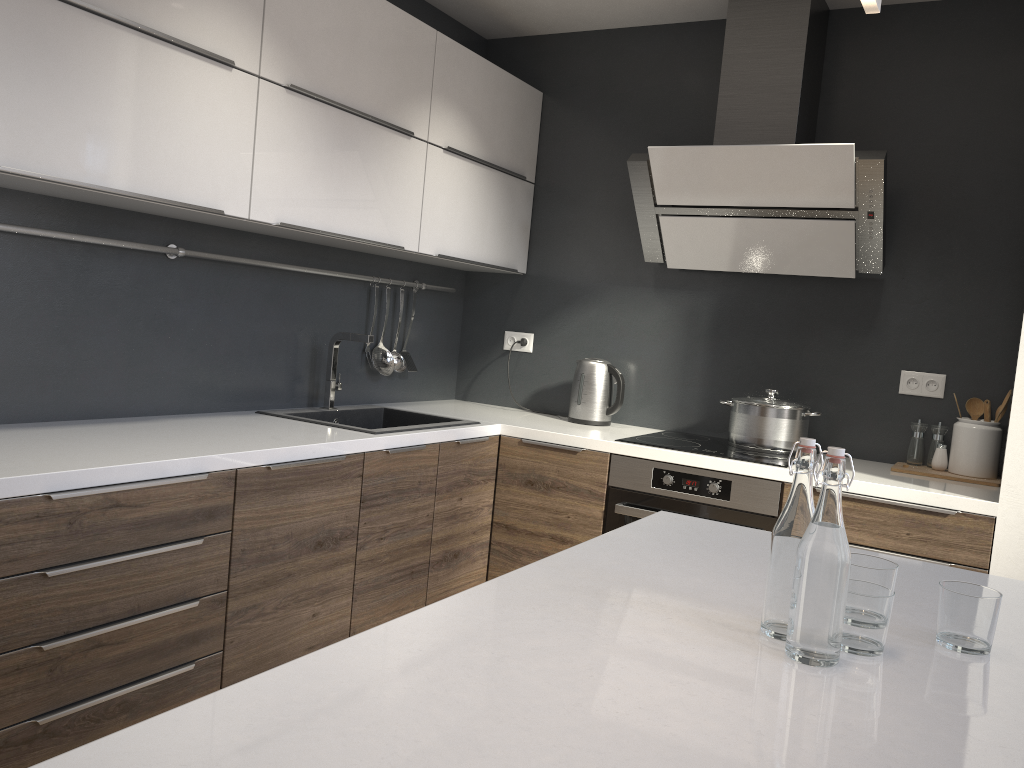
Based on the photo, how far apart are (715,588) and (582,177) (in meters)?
2.71

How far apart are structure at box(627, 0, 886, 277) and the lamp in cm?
168

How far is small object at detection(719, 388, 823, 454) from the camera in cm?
313

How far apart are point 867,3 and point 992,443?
2.1 meters

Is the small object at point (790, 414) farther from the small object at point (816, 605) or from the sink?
the small object at point (816, 605)

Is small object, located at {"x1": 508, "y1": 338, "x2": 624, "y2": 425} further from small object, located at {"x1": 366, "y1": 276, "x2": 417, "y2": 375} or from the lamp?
the lamp

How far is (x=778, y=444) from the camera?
3.14m

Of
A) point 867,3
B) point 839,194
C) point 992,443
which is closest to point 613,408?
point 839,194

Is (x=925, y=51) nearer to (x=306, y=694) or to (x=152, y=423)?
(x=152, y=423)

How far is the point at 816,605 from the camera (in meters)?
1.08
